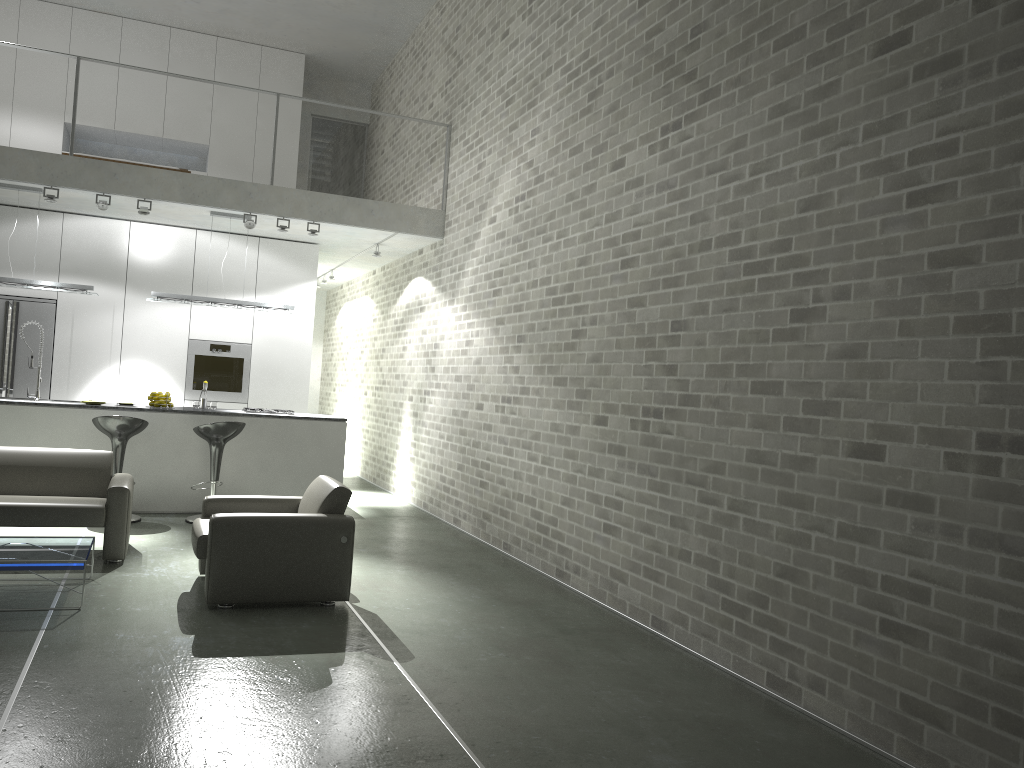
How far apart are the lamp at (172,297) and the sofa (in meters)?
2.65

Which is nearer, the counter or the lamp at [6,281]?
the counter

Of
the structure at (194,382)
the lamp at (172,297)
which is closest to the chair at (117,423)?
the lamp at (172,297)

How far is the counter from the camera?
8.0m

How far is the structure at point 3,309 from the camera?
9.4m

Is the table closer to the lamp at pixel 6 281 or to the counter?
the counter

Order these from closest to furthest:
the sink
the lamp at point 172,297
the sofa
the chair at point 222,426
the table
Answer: the table → the sofa → the chair at point 222,426 → the sink → the lamp at point 172,297

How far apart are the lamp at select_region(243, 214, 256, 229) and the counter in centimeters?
191cm

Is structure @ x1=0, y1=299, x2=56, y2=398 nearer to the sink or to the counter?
the sink

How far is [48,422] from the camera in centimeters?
796cm
